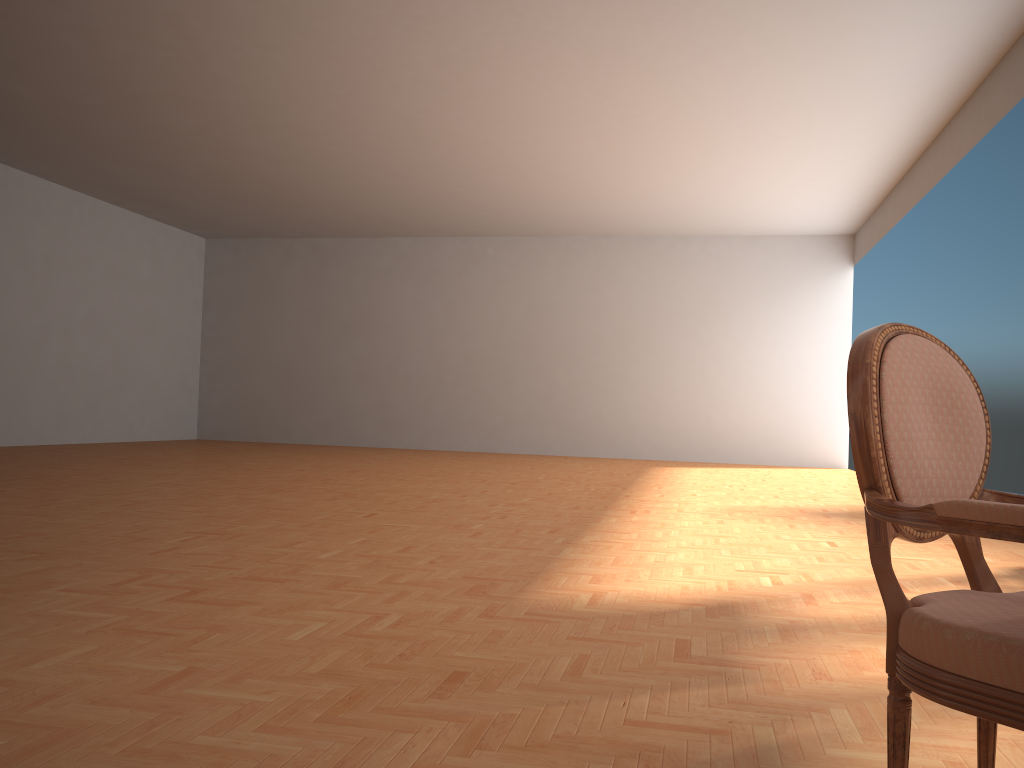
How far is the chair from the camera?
1.30m

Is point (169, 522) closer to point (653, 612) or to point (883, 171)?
point (653, 612)

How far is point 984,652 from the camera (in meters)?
1.30

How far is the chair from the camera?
1.3m
